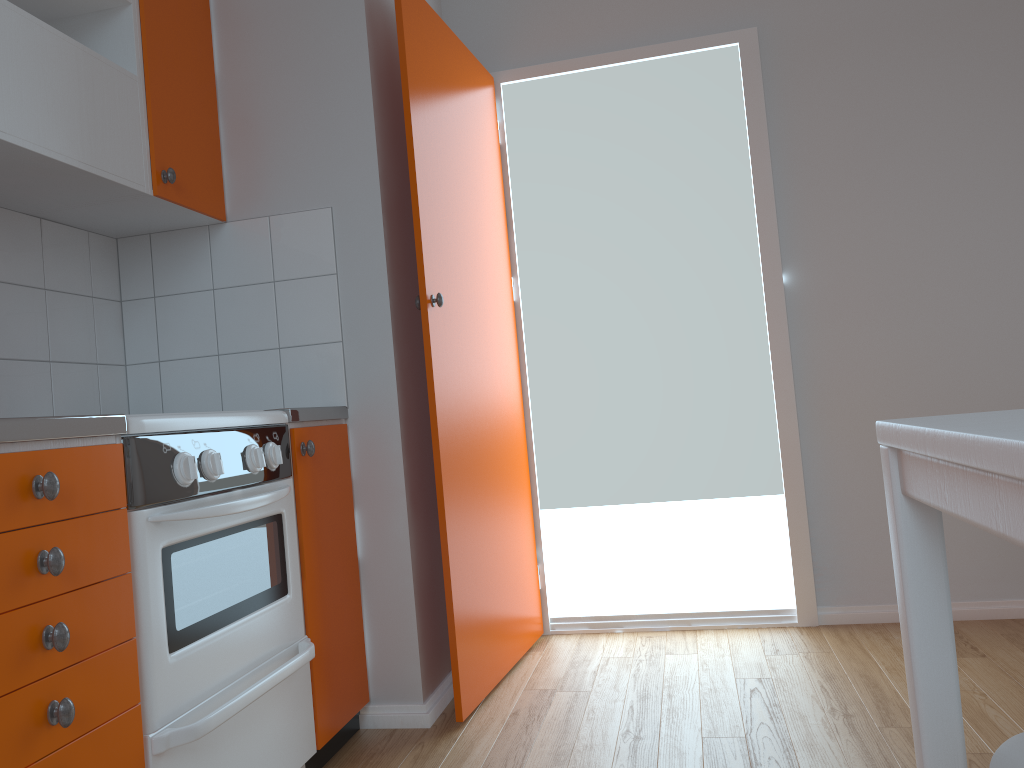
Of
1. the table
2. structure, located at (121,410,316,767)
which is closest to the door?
structure, located at (121,410,316,767)

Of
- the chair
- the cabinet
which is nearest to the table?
the chair

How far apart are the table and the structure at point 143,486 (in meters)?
1.13

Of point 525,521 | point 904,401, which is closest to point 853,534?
point 904,401

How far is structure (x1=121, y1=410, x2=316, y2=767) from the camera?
1.5m

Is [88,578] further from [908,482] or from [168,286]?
[168,286]

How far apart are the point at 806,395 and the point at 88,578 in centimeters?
241cm

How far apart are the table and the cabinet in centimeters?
106cm

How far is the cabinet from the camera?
1.2 meters

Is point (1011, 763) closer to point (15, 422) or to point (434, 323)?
point (15, 422)
